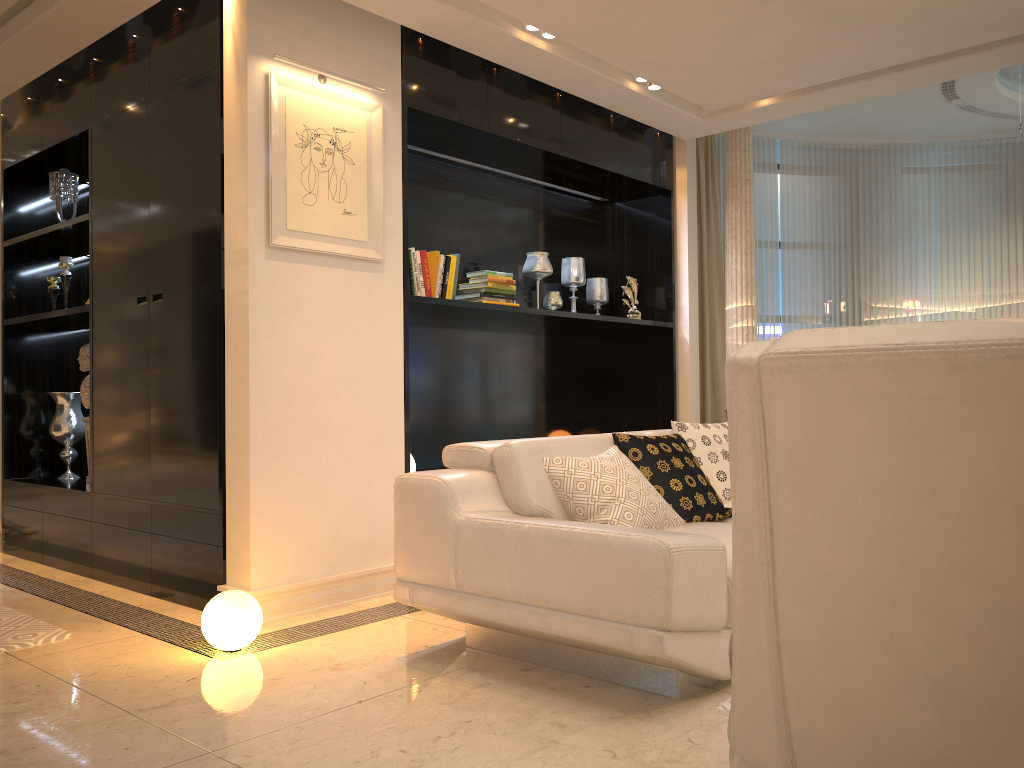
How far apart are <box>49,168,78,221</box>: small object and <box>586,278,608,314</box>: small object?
3.2 meters

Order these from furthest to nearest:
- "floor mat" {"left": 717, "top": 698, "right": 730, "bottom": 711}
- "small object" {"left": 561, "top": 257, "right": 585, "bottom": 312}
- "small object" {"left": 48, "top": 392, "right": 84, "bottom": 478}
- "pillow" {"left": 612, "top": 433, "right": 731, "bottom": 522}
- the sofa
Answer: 1. "small object" {"left": 561, "top": 257, "right": 585, "bottom": 312}
2. "small object" {"left": 48, "top": 392, "right": 84, "bottom": 478}
3. "pillow" {"left": 612, "top": 433, "right": 731, "bottom": 522}
4. "floor mat" {"left": 717, "top": 698, "right": 730, "bottom": 711}
5. the sofa

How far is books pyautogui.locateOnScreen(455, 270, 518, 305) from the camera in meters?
4.9

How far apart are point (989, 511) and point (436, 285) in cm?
374

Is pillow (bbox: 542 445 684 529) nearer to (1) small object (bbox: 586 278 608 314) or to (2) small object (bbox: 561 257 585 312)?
(2) small object (bbox: 561 257 585 312)

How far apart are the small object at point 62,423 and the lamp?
2.7m

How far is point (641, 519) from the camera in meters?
3.1 m

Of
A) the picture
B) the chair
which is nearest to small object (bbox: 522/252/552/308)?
the picture

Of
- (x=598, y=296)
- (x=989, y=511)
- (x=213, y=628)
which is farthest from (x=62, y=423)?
(x=989, y=511)

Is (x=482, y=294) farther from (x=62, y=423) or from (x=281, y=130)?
(x=62, y=423)
